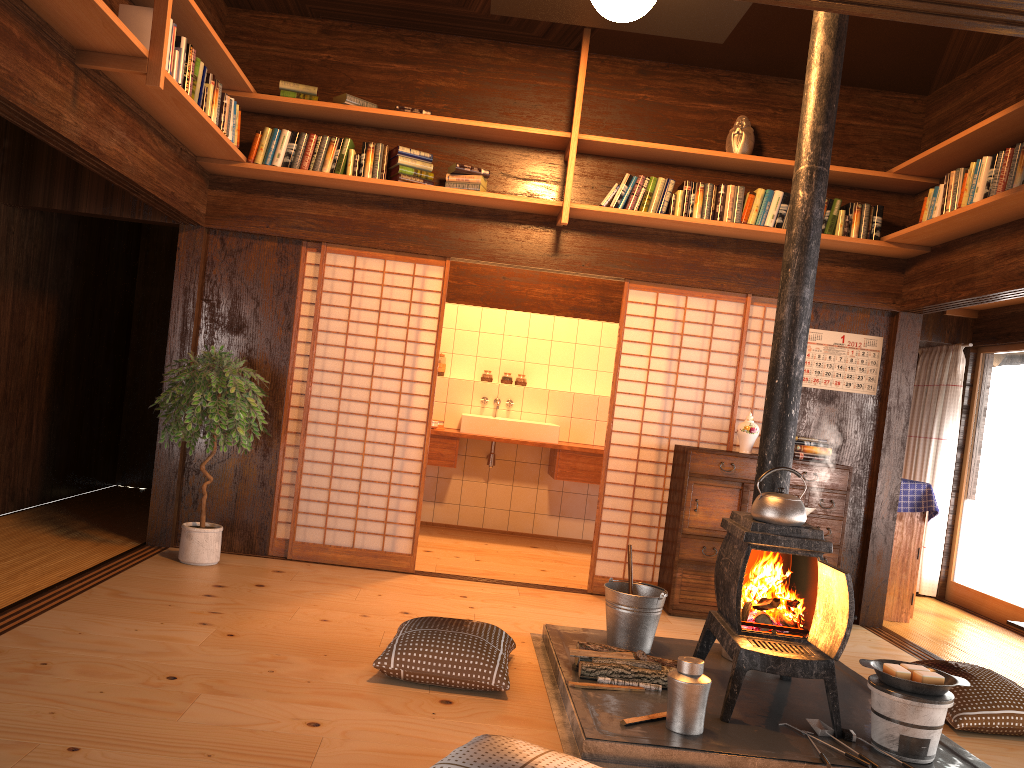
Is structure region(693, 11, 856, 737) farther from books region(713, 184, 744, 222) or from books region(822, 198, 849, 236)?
books region(822, 198, 849, 236)

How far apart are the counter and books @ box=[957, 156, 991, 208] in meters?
3.3

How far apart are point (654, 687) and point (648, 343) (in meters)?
2.61

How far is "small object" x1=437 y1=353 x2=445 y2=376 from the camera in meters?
7.9 m

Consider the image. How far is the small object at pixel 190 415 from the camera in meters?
4.9

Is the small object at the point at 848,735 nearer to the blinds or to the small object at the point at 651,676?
the small object at the point at 651,676

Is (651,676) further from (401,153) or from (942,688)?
(401,153)

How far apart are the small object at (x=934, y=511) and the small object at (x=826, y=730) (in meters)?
3.00

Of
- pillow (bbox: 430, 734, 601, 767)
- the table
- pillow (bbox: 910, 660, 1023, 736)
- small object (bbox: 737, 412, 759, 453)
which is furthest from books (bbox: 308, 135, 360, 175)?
the table

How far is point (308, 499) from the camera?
5.6m
